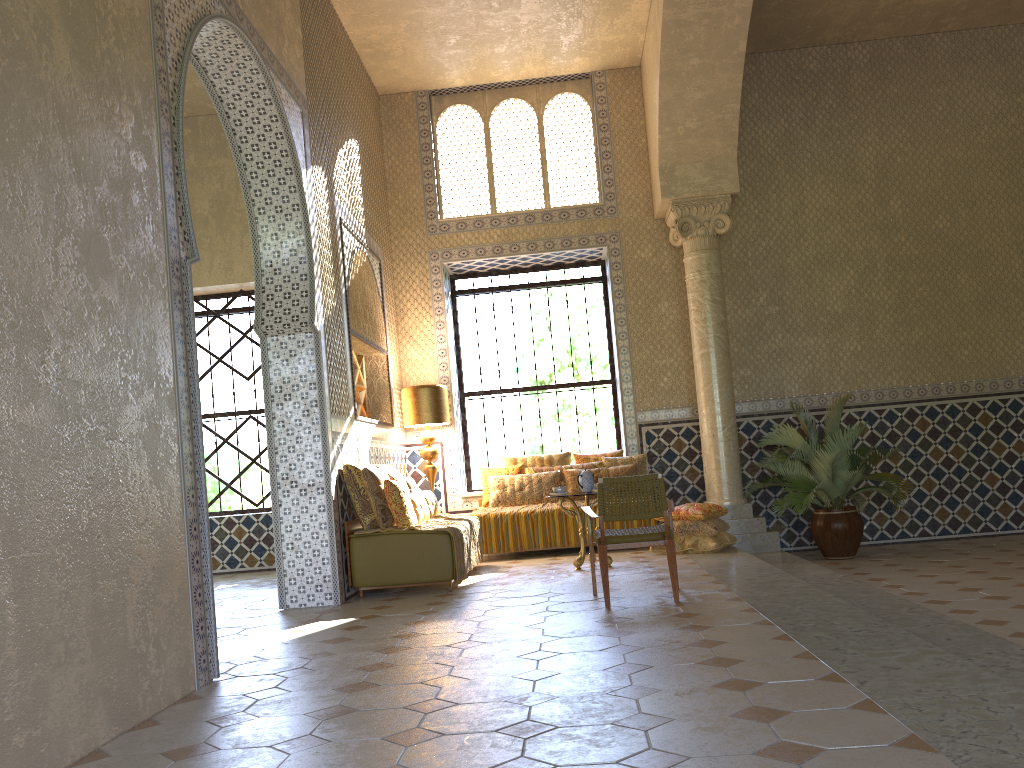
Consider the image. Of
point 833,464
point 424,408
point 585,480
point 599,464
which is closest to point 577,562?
point 585,480

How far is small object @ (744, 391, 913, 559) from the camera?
12.5m

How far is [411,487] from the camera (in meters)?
12.16

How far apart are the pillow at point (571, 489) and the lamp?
Result: 2.1 meters

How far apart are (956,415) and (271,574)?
11.4m

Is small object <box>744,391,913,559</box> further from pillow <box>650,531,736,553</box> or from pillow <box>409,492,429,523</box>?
pillow <box>409,492,429,523</box>

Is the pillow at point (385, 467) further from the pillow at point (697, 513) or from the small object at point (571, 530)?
the pillow at point (697, 513)

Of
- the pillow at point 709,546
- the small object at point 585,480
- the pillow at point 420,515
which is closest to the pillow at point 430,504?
the pillow at point 420,515

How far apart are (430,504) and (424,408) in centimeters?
220cm

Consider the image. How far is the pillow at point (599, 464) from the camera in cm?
1428
